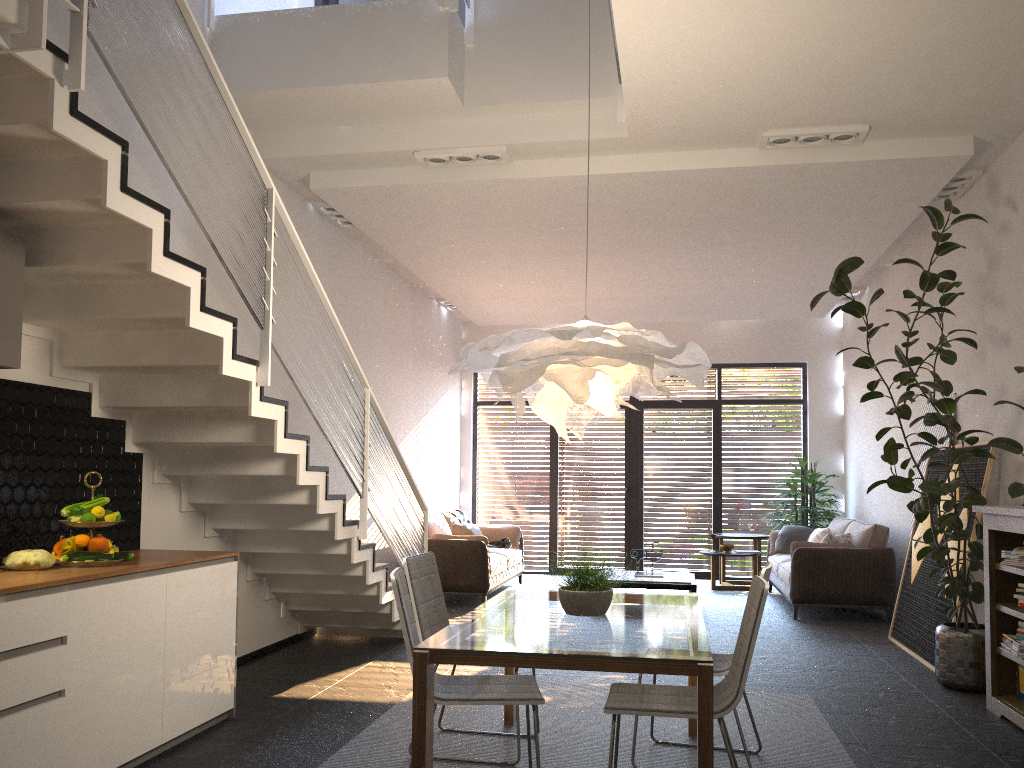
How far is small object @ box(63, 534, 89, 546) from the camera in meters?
3.9

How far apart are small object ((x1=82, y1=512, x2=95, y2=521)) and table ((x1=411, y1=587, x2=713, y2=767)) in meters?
1.7 m

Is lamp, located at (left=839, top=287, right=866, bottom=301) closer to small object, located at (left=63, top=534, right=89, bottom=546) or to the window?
the window

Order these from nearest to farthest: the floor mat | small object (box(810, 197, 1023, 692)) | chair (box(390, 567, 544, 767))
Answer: chair (box(390, 567, 544, 767))
the floor mat
small object (box(810, 197, 1023, 692))

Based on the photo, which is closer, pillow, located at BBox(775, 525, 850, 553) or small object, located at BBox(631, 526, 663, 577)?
pillow, located at BBox(775, 525, 850, 553)

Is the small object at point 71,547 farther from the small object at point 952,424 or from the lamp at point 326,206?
the small object at point 952,424

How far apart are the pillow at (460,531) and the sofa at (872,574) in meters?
3.1 m

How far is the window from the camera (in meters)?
11.88

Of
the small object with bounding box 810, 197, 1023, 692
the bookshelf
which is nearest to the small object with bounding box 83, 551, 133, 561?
the bookshelf

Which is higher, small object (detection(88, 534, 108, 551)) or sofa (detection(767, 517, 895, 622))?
small object (detection(88, 534, 108, 551))
